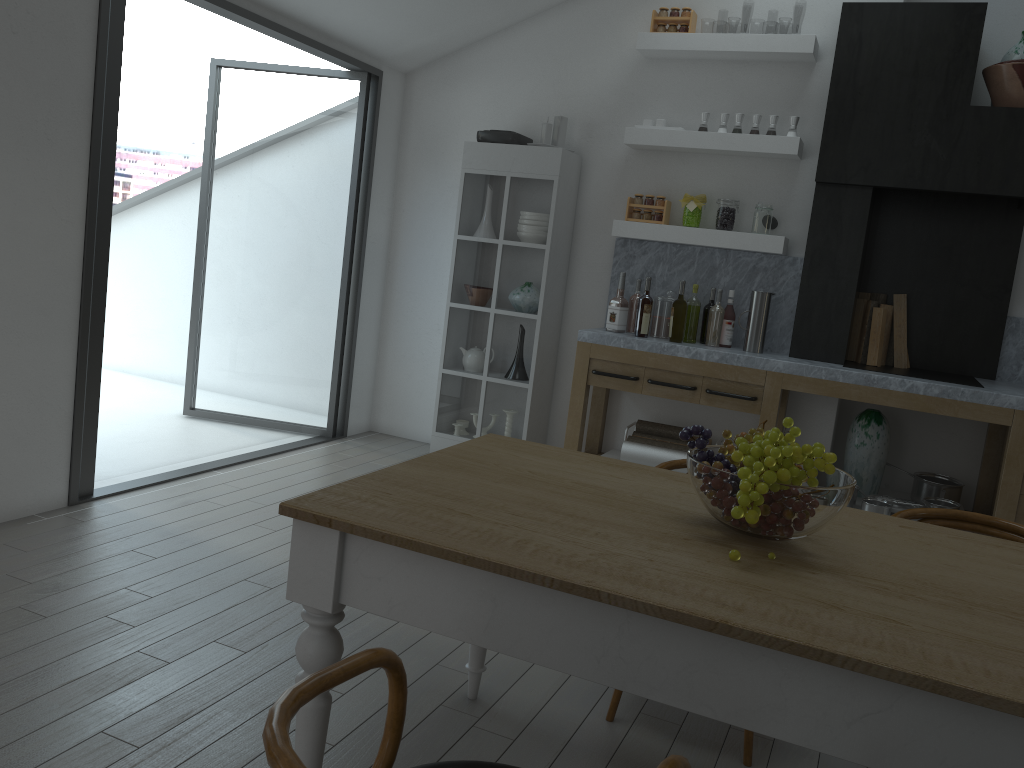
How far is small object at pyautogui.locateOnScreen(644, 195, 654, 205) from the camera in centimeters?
520cm

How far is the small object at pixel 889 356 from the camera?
5.12m

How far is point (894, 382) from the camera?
4.4 meters

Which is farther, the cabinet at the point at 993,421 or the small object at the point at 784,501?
the cabinet at the point at 993,421

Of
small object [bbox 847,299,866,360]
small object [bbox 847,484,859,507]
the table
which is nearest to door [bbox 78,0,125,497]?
the table

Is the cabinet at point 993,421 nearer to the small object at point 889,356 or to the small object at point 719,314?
the small object at point 719,314

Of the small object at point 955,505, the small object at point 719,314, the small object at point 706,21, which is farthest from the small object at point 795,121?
the small object at point 706,21

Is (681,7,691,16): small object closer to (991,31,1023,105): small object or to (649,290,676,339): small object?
(649,290,676,339): small object

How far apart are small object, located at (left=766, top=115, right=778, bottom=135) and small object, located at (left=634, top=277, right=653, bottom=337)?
1.11m

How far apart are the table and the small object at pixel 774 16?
42.2m
